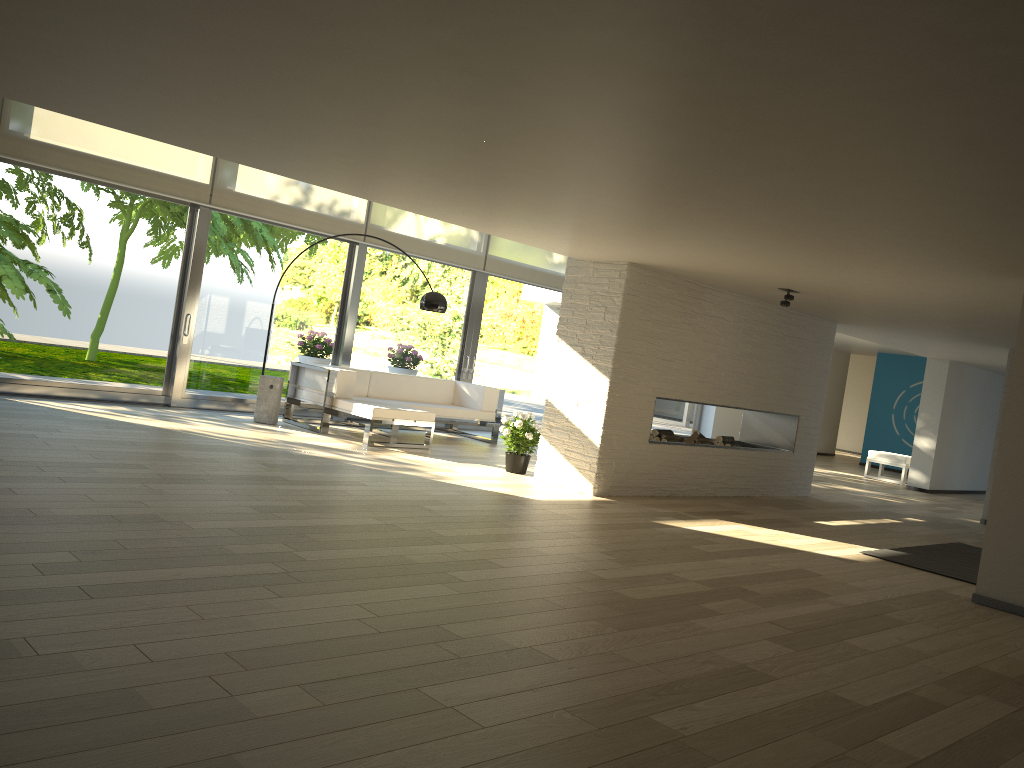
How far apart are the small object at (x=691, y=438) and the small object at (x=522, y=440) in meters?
1.7 m

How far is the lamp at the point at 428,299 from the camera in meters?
8.8

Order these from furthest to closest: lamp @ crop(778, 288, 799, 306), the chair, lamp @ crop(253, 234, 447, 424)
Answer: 1. the chair
2. lamp @ crop(253, 234, 447, 424)
3. lamp @ crop(778, 288, 799, 306)

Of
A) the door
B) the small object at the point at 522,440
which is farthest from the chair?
the small object at the point at 522,440

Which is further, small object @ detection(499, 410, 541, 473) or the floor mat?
small object @ detection(499, 410, 541, 473)

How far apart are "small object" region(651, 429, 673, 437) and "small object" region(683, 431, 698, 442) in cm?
49

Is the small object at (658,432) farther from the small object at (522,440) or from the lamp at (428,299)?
the lamp at (428,299)

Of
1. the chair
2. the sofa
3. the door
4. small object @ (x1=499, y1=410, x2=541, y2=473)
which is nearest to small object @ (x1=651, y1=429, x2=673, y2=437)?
small object @ (x1=499, y1=410, x2=541, y2=473)

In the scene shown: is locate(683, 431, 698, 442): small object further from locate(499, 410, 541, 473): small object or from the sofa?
the sofa

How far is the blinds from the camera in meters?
7.8
